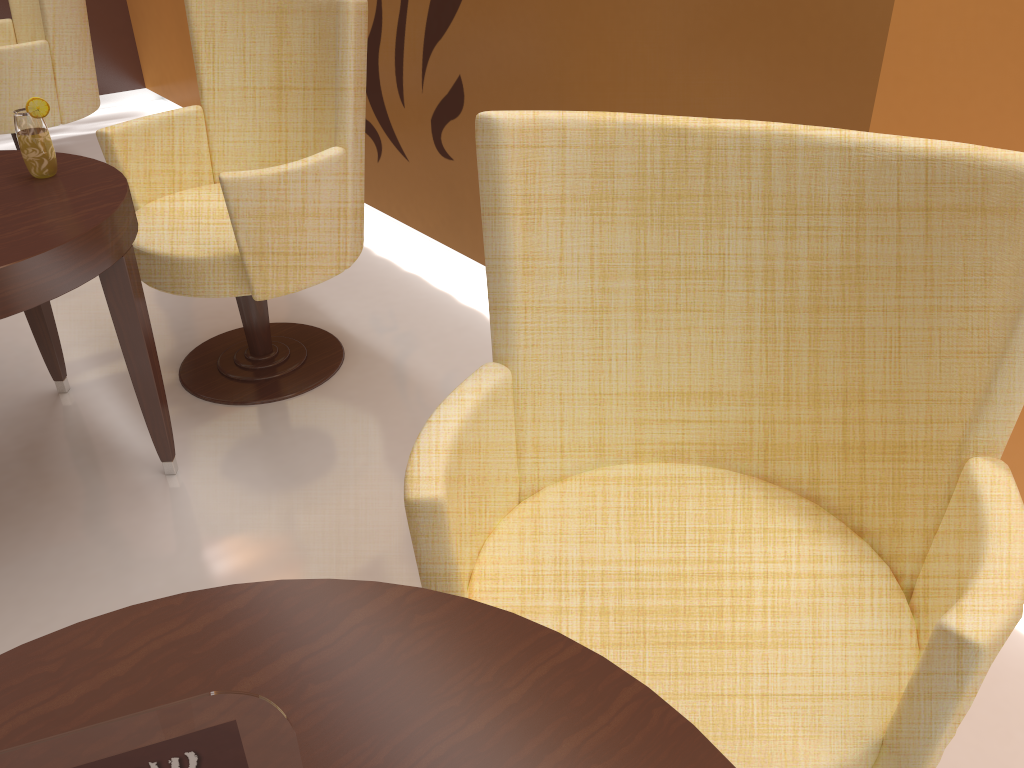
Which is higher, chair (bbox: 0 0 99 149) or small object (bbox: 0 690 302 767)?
small object (bbox: 0 690 302 767)

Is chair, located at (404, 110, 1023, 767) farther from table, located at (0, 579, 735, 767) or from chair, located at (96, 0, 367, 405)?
chair, located at (96, 0, 367, 405)

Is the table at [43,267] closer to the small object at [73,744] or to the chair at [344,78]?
the chair at [344,78]

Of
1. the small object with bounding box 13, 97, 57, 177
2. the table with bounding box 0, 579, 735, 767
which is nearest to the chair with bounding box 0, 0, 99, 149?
the small object with bounding box 13, 97, 57, 177

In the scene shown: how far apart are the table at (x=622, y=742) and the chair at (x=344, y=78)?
1.34m

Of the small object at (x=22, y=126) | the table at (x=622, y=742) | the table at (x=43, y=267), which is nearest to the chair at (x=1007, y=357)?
the table at (x=622, y=742)

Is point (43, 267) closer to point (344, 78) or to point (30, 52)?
point (344, 78)

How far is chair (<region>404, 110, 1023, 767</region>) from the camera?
1.0 meters

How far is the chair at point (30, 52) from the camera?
3.4 meters

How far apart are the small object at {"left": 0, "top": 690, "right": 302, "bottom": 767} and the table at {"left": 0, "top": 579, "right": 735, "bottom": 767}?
0.3 meters
